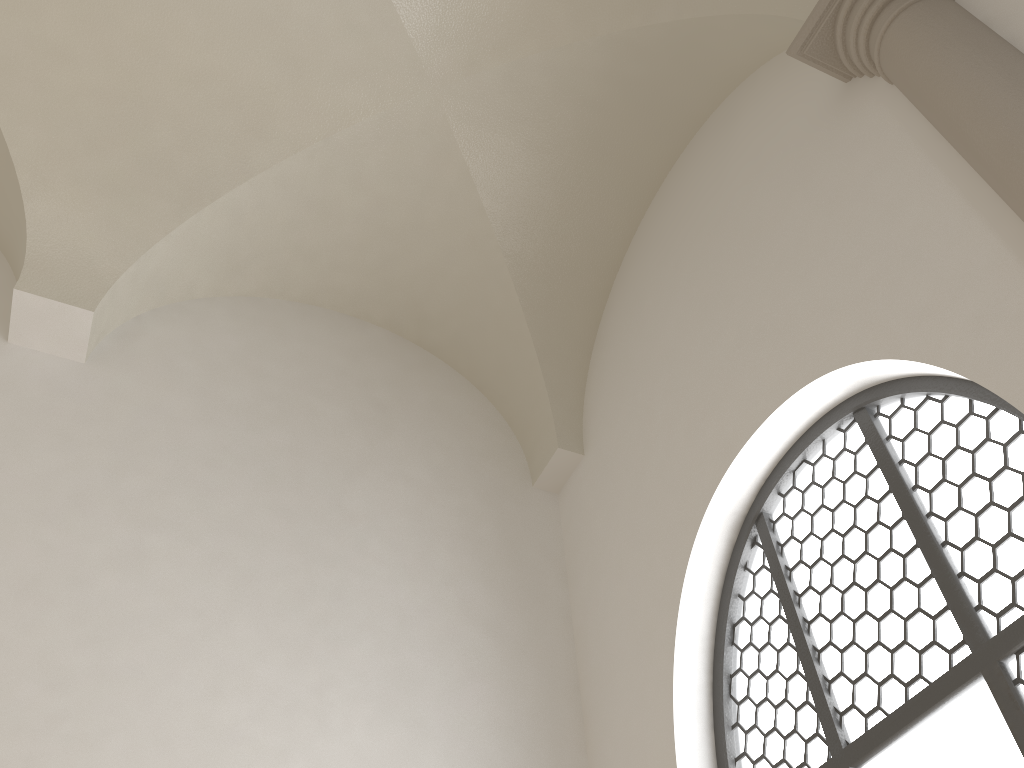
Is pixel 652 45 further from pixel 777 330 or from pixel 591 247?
pixel 777 330

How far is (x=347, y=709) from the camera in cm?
432
